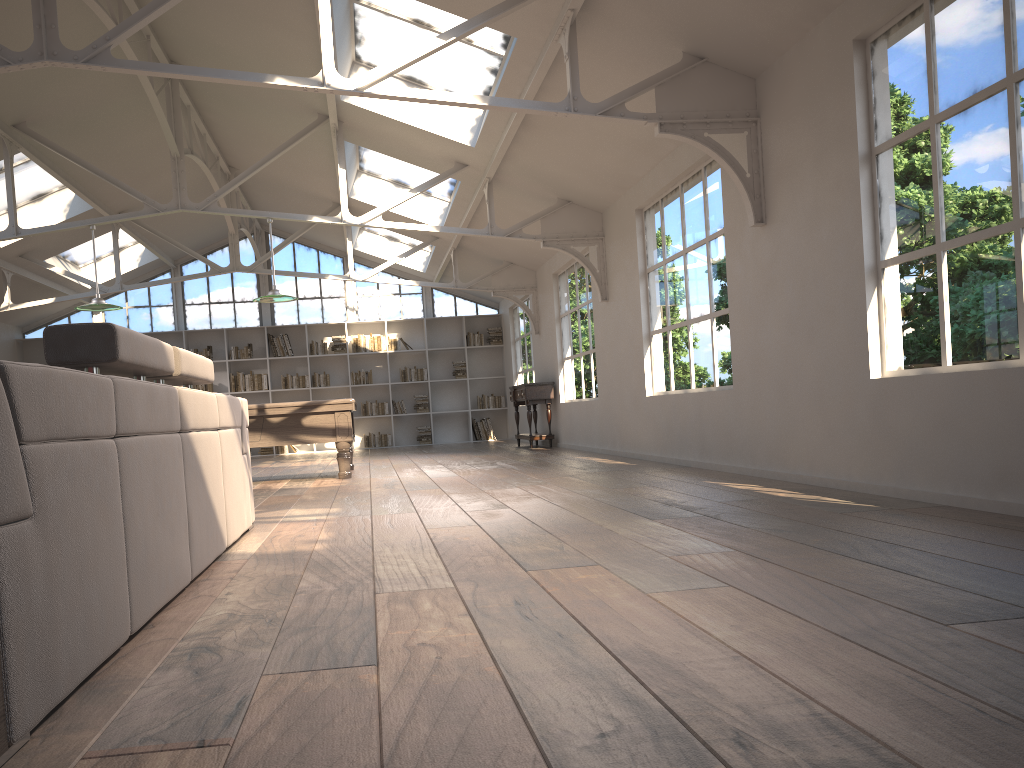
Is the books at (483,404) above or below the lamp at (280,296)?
below

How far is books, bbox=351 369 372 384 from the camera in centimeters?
1599cm

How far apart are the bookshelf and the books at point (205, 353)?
0.2 meters

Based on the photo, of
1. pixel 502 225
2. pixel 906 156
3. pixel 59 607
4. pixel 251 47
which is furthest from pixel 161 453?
pixel 502 225

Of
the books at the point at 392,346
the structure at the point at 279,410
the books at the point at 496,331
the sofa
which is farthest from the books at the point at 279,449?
the sofa

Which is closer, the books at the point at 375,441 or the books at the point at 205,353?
the books at the point at 205,353

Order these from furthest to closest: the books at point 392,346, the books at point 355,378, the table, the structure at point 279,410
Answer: the books at point 392,346 < the books at point 355,378 < the table < the structure at point 279,410

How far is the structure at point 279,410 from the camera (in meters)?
8.15

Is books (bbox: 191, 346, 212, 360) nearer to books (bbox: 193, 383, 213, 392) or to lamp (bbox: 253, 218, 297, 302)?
books (bbox: 193, 383, 213, 392)

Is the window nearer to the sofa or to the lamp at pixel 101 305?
the lamp at pixel 101 305
